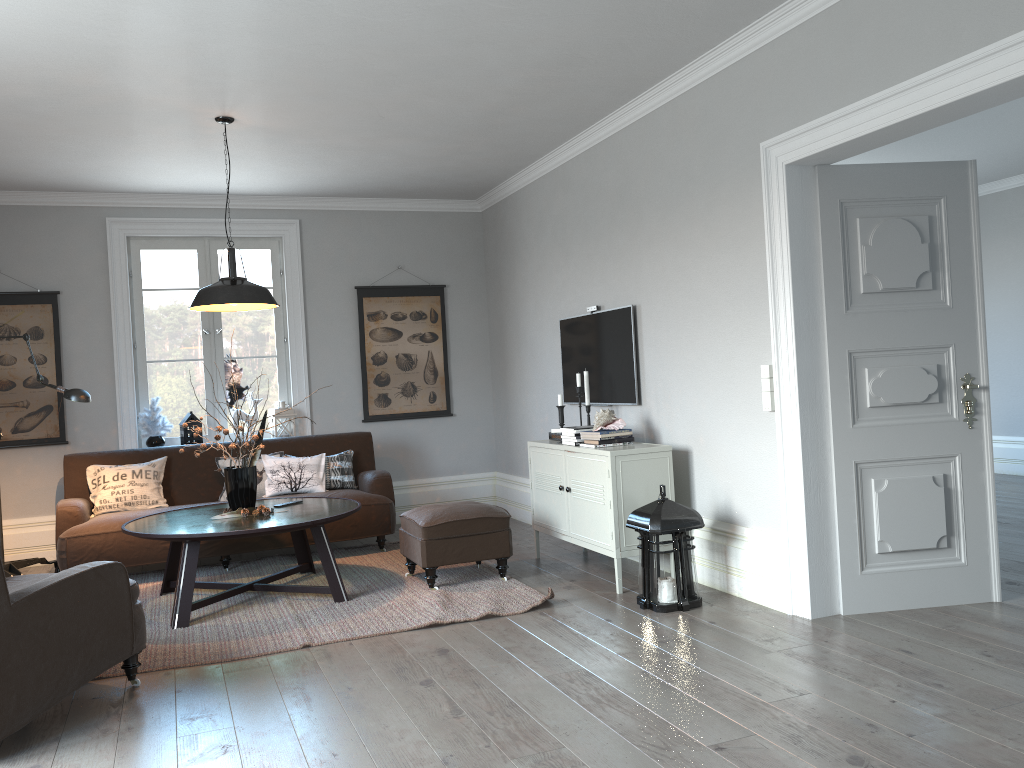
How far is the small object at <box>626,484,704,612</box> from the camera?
4.28m

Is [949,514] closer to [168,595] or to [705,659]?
[705,659]

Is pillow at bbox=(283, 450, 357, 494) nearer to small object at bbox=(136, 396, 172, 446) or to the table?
the table

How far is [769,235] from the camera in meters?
4.1

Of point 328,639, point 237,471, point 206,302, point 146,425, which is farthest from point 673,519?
point 146,425

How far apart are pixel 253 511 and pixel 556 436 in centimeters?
192cm

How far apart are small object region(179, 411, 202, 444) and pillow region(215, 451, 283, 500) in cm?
67

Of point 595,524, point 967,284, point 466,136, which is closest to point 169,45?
point 466,136

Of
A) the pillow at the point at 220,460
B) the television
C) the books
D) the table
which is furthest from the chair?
the television

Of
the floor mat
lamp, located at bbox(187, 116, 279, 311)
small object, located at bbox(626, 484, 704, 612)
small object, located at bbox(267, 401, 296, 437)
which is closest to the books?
the floor mat
